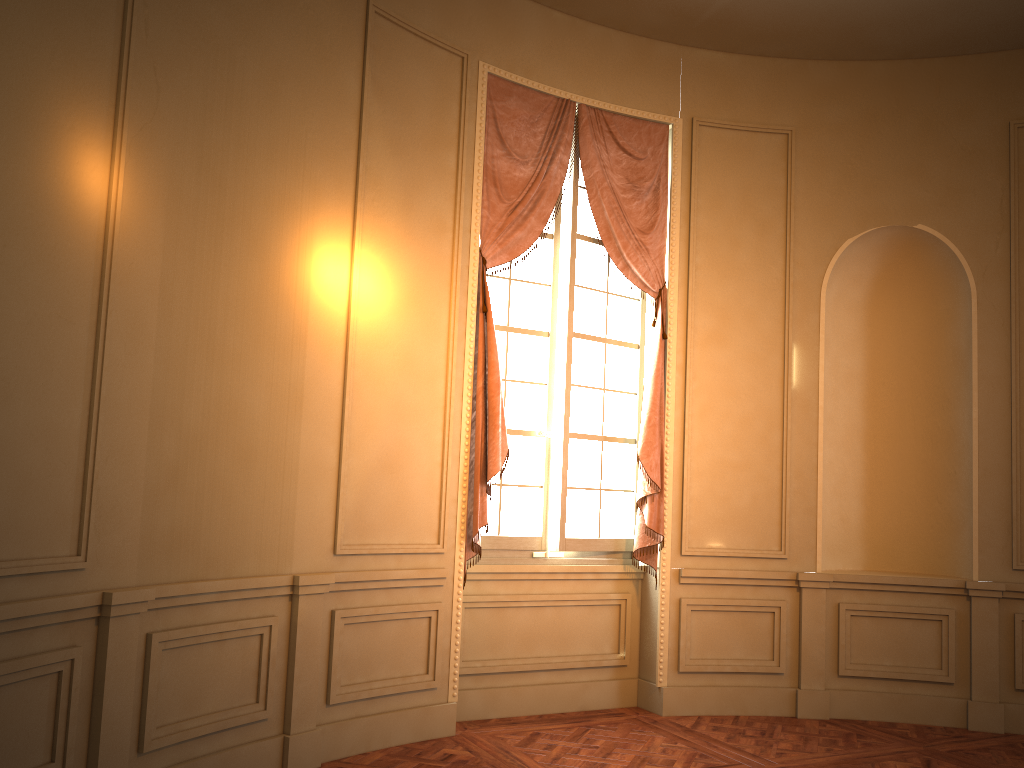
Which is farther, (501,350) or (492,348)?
(501,350)

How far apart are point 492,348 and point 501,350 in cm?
42

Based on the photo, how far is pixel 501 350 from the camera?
5.3 meters

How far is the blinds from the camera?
4.9 meters

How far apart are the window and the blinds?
0.1m

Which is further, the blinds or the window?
the window

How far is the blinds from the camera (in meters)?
4.93

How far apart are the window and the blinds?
0.07m
